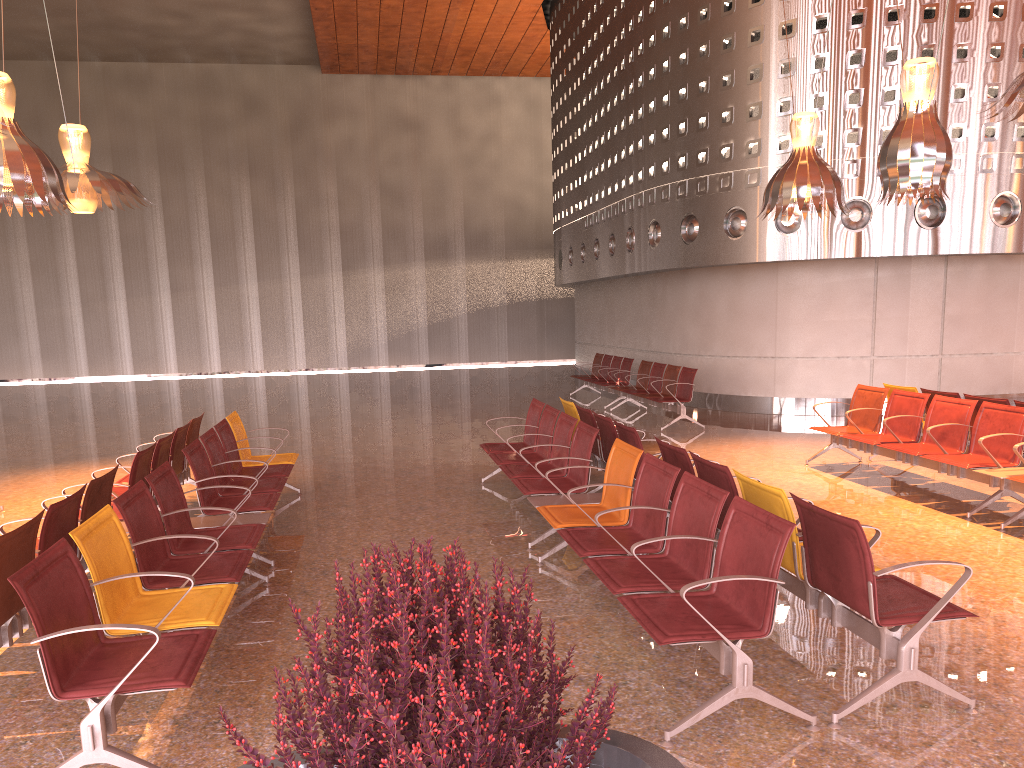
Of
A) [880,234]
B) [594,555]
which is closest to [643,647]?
[594,555]
